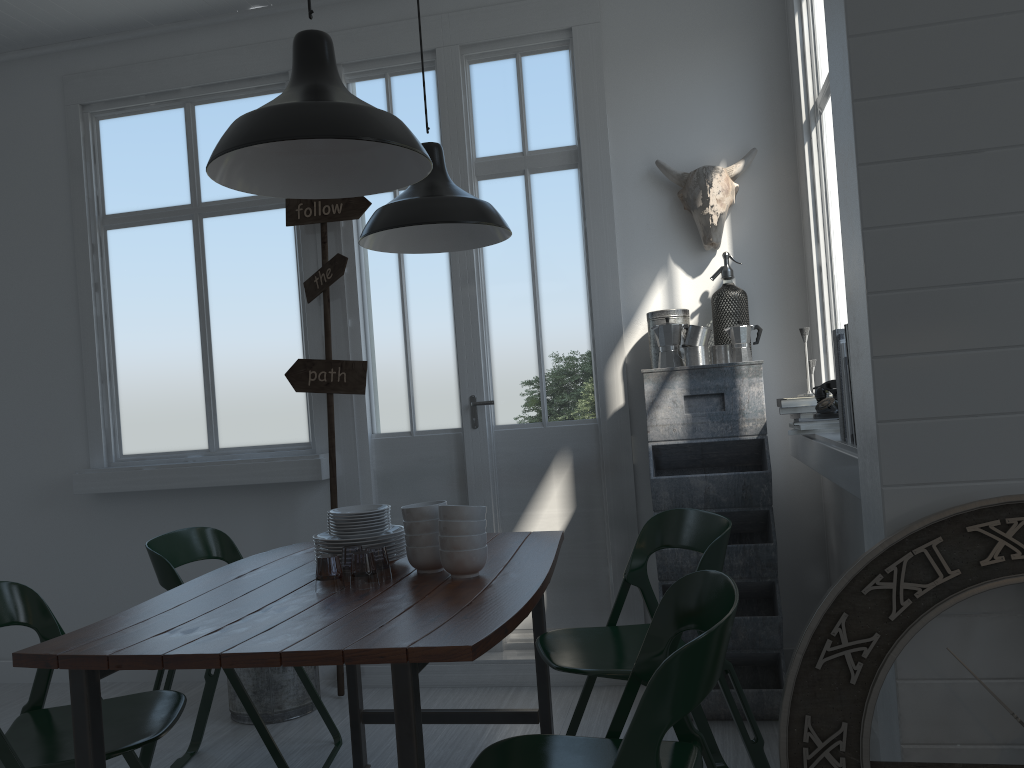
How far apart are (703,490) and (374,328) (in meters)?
2.04

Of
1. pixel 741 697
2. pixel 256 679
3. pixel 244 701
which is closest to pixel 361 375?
pixel 256 679

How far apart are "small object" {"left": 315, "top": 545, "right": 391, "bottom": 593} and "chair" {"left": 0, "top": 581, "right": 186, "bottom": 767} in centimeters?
102cm

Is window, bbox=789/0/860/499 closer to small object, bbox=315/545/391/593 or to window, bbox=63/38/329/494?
small object, bbox=315/545/391/593

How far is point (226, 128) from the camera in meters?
5.0 m

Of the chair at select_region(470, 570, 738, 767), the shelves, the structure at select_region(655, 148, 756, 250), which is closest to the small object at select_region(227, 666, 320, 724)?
the shelves

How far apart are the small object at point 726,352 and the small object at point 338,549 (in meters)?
1.83

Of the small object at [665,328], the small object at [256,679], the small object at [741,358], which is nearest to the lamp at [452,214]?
the small object at [665,328]

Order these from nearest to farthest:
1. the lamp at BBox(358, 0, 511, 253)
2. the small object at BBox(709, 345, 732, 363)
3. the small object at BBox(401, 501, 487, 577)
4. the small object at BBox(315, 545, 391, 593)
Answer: the small object at BBox(401, 501, 487, 577), the lamp at BBox(358, 0, 511, 253), the small object at BBox(709, 345, 732, 363), the small object at BBox(315, 545, 391, 593)

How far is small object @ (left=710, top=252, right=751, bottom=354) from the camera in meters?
4.2 m
